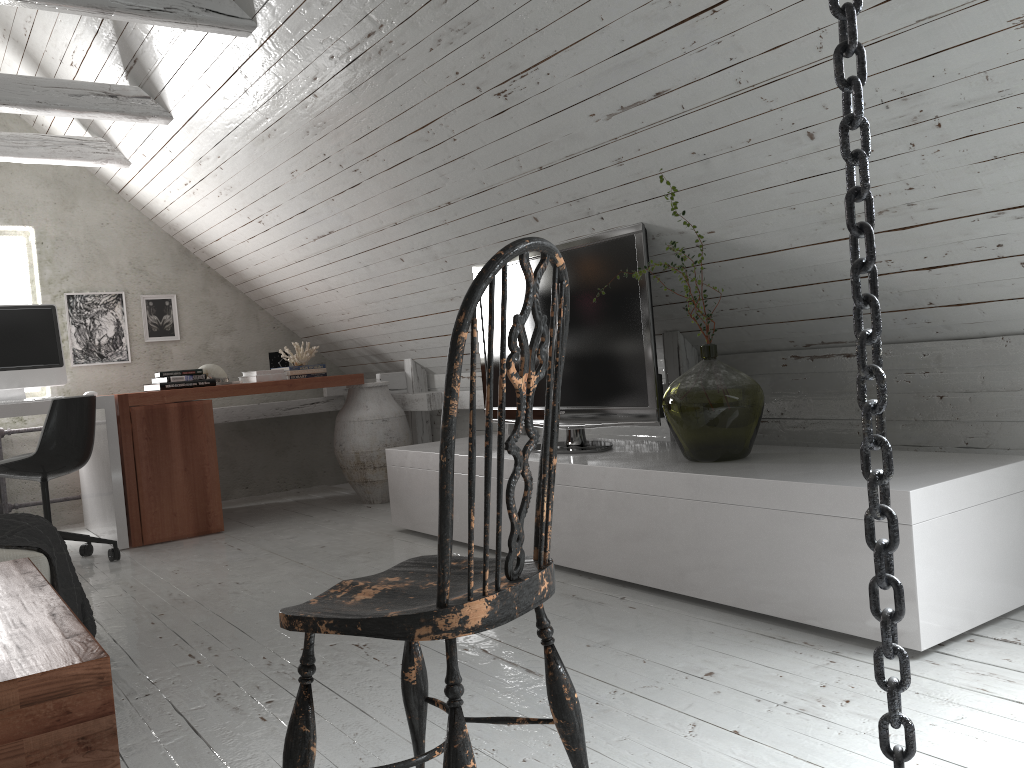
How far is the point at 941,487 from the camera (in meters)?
2.06

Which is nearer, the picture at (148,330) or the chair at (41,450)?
the chair at (41,450)

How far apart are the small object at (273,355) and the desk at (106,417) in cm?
123

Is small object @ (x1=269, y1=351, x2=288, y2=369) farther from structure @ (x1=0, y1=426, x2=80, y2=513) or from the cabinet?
the cabinet

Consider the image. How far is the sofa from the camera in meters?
2.3

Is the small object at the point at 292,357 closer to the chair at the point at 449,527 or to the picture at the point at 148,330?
the picture at the point at 148,330

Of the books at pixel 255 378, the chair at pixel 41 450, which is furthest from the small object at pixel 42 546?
the books at pixel 255 378

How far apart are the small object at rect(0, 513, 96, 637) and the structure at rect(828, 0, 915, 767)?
2.2m

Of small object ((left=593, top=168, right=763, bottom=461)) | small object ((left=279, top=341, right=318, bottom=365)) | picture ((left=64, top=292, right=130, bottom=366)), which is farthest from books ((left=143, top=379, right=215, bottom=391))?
small object ((left=593, top=168, right=763, bottom=461))

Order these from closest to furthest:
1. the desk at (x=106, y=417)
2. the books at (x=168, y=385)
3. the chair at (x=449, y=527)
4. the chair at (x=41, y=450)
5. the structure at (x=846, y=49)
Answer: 1. the structure at (x=846, y=49)
2. the chair at (x=449, y=527)
3. the chair at (x=41, y=450)
4. the desk at (x=106, y=417)
5. the books at (x=168, y=385)
